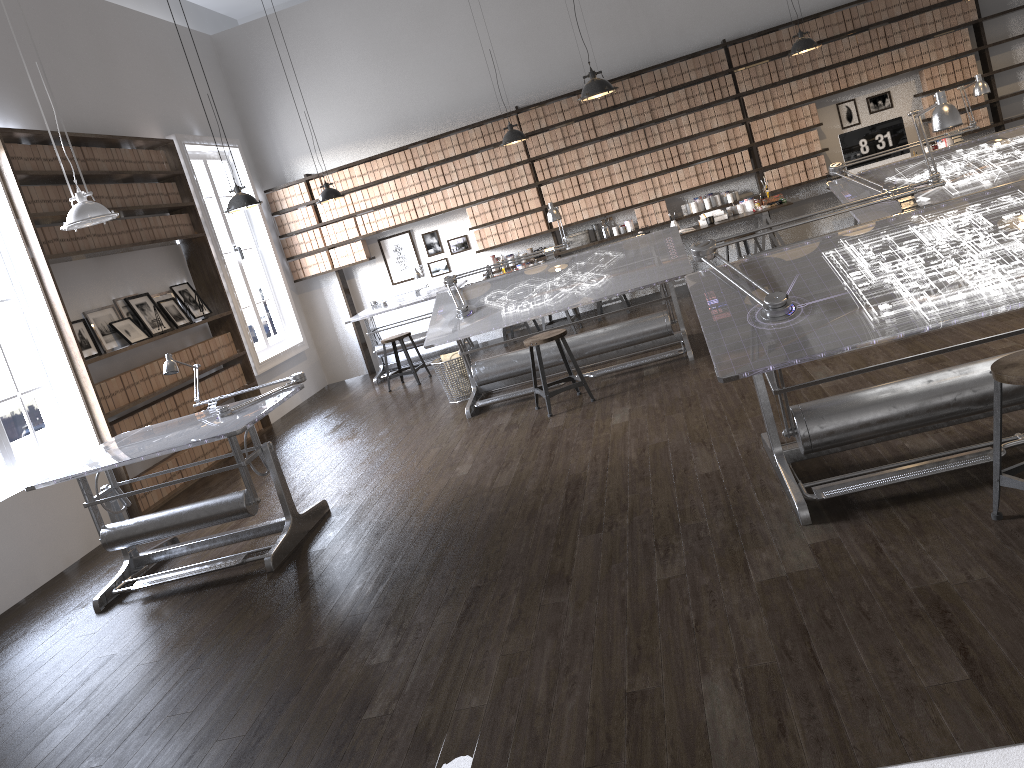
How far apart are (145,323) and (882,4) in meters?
7.8 m

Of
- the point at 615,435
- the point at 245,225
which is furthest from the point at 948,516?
the point at 245,225

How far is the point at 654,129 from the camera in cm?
951

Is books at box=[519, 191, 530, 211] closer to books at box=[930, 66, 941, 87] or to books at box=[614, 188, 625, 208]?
books at box=[614, 188, 625, 208]

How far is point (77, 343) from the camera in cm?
644

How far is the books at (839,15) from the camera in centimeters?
904cm

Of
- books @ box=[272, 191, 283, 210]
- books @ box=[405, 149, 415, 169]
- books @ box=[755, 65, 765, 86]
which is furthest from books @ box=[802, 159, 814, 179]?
books @ box=[272, 191, 283, 210]

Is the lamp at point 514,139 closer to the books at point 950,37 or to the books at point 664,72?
the books at point 664,72

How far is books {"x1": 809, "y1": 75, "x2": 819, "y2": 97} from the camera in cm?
921

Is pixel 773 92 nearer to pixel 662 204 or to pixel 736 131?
pixel 736 131
